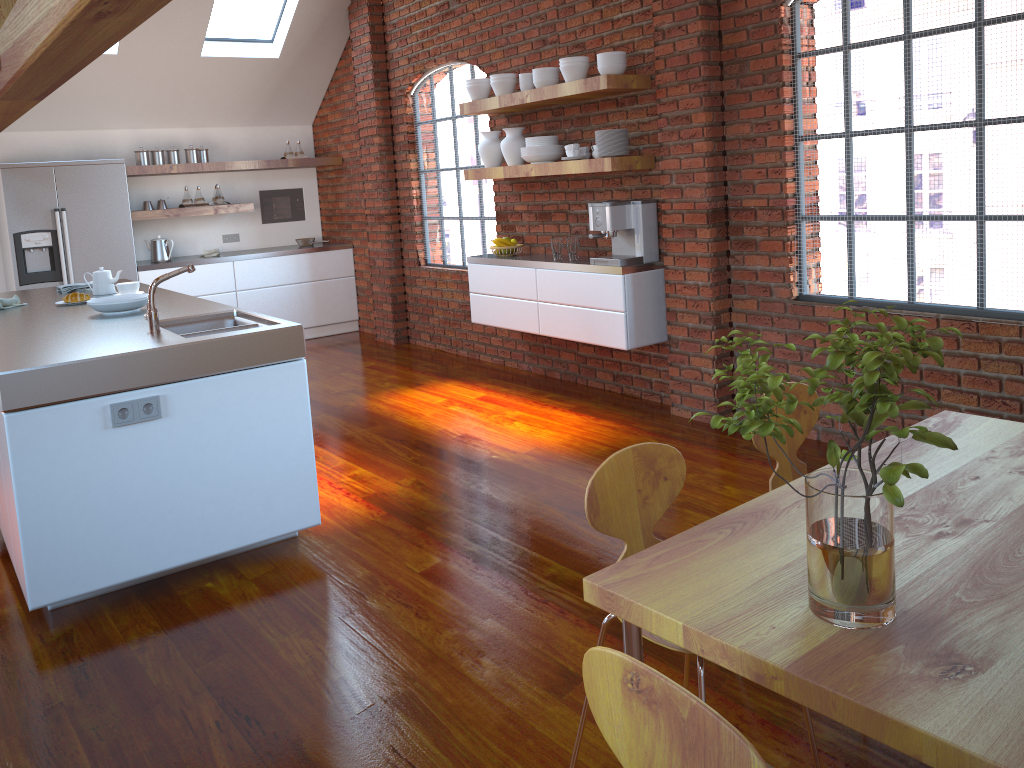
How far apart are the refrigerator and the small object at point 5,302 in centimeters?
261cm

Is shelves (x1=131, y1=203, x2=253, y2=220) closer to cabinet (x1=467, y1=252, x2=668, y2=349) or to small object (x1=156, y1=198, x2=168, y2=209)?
small object (x1=156, y1=198, x2=168, y2=209)

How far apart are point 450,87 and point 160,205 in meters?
2.8

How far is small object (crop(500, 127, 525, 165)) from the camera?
5.64m

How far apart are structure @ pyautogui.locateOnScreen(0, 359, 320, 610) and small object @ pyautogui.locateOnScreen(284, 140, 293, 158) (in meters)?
5.46

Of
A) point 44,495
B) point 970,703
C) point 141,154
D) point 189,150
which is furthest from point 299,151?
point 970,703

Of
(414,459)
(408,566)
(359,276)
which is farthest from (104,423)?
(359,276)

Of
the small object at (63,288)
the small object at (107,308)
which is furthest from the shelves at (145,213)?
the small object at (107,308)

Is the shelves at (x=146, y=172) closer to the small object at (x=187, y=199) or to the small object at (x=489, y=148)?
the small object at (x=187, y=199)

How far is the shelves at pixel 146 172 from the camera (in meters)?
7.35
